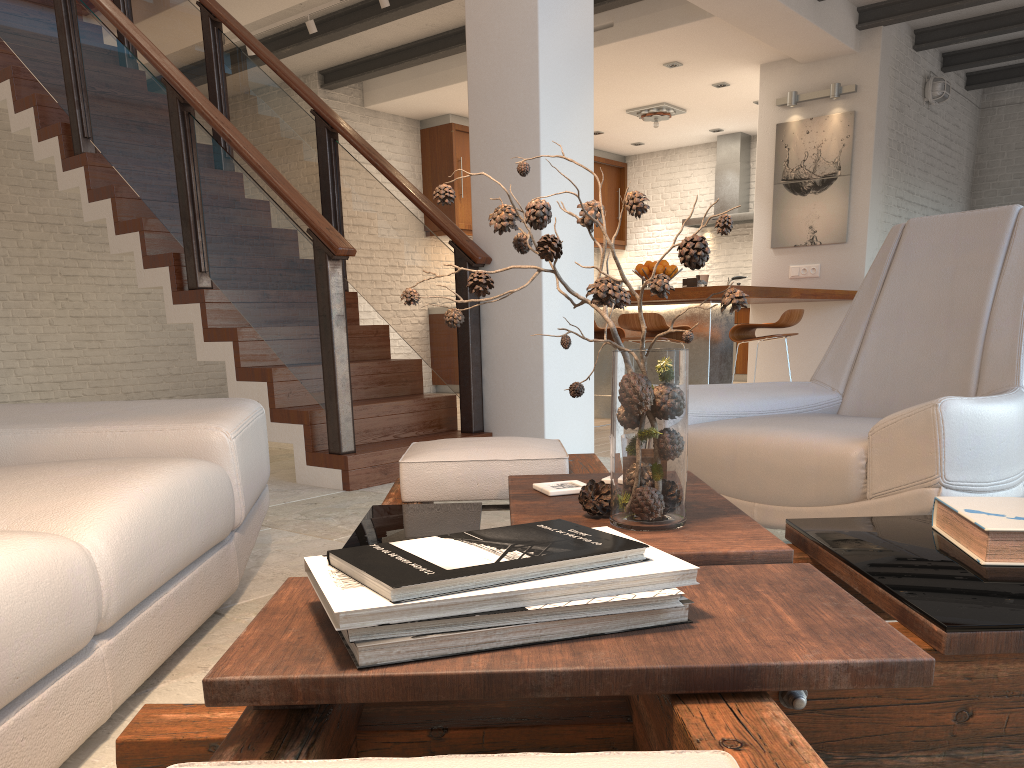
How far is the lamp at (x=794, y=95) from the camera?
7.66m

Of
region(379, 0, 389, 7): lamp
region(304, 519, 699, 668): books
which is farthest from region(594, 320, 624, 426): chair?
region(304, 519, 699, 668): books

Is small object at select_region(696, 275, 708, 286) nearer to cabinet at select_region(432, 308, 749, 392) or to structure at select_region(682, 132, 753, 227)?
cabinet at select_region(432, 308, 749, 392)

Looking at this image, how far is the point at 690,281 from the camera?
6.31m

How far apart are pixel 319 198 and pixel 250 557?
3.03m

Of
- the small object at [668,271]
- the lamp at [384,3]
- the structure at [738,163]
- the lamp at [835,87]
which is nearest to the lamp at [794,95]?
the lamp at [835,87]

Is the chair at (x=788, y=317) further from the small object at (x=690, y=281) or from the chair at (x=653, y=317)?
the small object at (x=690, y=281)

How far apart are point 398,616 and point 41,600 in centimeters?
70cm

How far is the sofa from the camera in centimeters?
124cm

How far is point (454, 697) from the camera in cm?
80
